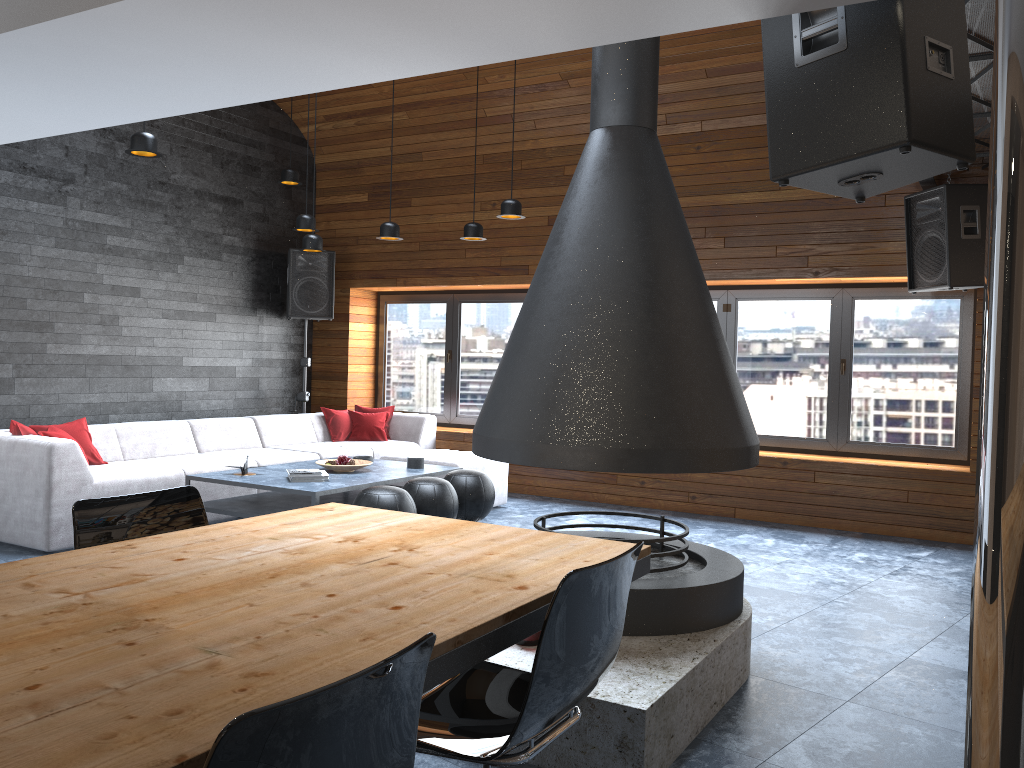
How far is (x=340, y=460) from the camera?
6.24m

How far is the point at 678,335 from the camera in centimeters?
335cm

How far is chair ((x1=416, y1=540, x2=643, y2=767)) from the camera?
1.8m

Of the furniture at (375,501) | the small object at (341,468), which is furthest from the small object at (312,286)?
the furniture at (375,501)

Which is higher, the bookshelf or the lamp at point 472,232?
the lamp at point 472,232

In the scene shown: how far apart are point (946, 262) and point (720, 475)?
2.4m

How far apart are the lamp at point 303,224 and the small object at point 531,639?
4.7 meters

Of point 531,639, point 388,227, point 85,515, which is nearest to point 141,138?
point 388,227

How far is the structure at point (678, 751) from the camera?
2.8m

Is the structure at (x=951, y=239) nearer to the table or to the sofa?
the sofa
